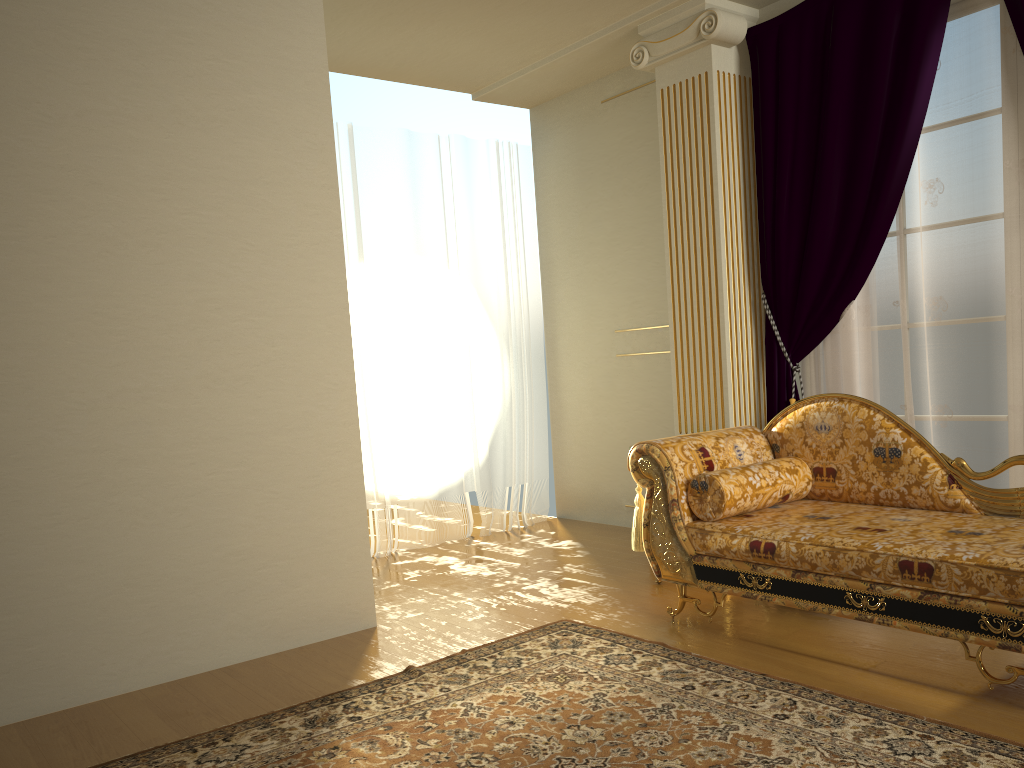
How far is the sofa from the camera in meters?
→ 2.6 m

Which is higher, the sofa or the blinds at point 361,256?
the blinds at point 361,256

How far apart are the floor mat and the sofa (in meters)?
0.25

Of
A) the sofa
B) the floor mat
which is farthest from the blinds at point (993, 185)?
the floor mat

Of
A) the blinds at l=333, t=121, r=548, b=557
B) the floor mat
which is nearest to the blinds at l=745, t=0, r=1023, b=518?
the floor mat

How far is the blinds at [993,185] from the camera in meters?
3.6

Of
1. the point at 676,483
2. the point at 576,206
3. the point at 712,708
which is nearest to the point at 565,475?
the point at 576,206

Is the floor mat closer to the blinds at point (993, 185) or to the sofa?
the sofa

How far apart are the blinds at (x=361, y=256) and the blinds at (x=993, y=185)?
1.8 meters

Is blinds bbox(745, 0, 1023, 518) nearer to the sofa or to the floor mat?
the sofa
